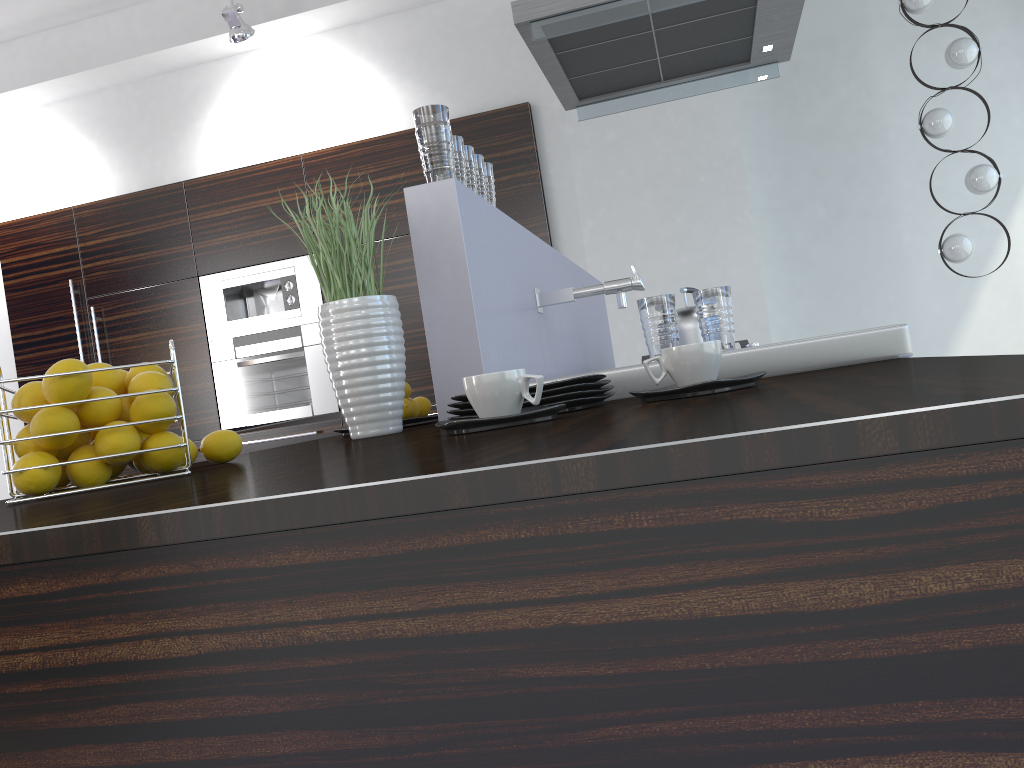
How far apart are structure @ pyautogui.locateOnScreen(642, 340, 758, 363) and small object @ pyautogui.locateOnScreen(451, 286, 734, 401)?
1.5m

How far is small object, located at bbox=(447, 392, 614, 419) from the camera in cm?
123

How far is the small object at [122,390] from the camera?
1.2 meters

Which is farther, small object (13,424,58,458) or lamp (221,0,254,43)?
lamp (221,0,254,43)

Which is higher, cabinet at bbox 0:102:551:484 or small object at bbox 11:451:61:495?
cabinet at bbox 0:102:551:484

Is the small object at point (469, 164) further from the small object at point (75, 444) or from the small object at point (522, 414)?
the small object at point (75, 444)

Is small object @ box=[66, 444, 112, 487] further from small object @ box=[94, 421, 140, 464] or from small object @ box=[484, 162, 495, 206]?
small object @ box=[484, 162, 495, 206]

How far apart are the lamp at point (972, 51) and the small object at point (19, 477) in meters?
4.7 m

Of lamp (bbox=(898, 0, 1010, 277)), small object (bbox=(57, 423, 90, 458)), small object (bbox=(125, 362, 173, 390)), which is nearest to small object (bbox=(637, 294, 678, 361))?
small object (bbox=(125, 362, 173, 390))

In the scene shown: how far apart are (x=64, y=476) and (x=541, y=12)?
2.17m
